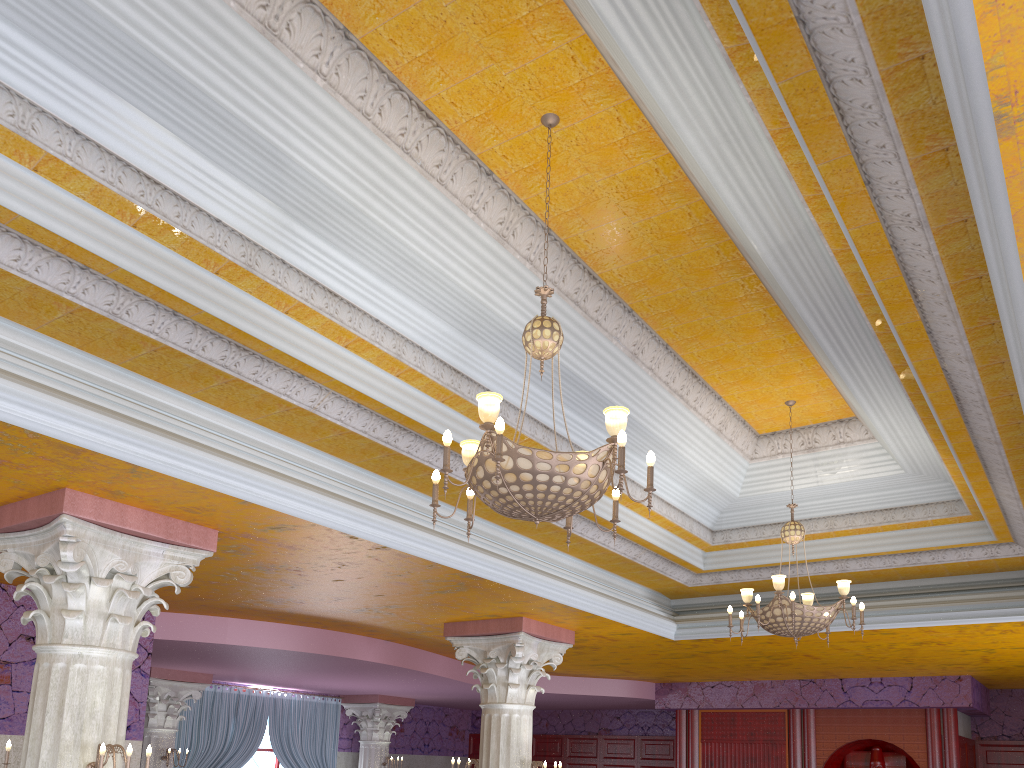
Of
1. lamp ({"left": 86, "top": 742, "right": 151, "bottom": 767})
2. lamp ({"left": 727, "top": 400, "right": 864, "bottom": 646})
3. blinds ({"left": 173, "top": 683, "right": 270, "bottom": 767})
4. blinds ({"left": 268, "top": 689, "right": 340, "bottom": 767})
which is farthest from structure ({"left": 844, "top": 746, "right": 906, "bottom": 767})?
lamp ({"left": 86, "top": 742, "right": 151, "bottom": 767})

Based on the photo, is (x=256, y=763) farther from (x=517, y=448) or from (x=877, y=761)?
(x=517, y=448)

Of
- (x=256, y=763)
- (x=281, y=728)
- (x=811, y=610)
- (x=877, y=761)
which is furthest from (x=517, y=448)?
(x=256, y=763)

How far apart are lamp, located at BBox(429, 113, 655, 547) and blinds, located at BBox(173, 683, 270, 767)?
10.86m

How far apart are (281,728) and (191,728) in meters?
1.8 m

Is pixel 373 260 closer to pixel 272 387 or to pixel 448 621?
pixel 272 387

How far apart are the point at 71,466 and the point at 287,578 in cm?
283

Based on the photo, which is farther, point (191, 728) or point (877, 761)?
point (191, 728)

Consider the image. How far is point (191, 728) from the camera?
13.2 meters

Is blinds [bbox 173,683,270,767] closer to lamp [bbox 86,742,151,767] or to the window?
the window
